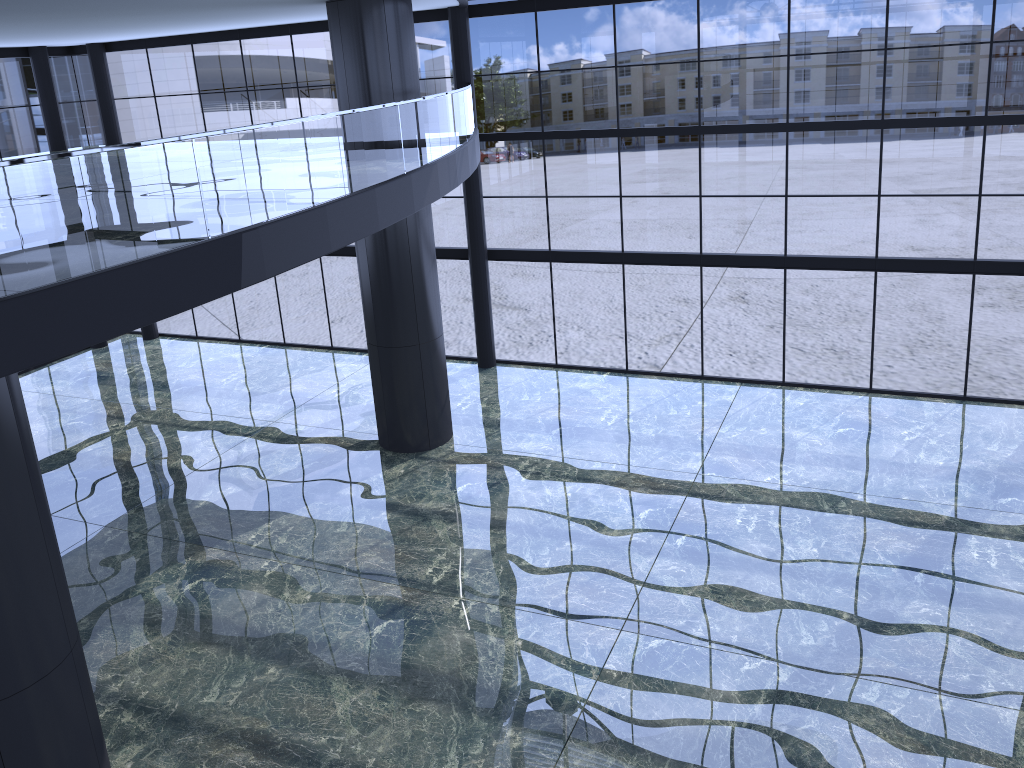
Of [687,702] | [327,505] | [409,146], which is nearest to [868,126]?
[687,702]

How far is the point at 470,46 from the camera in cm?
2082
